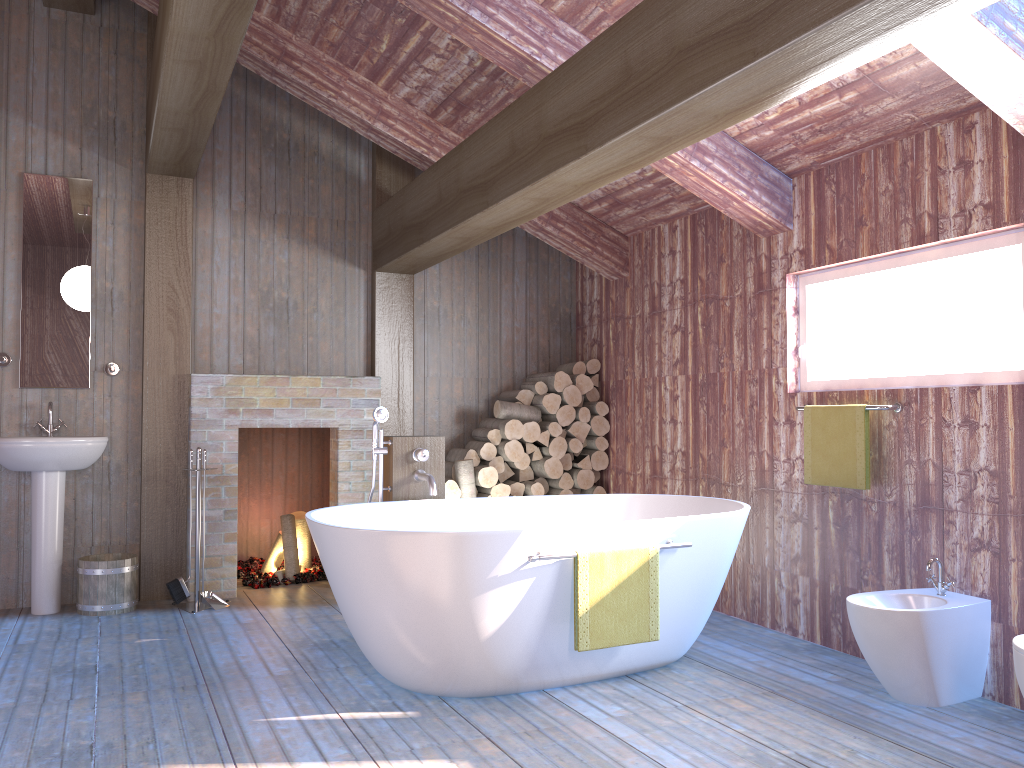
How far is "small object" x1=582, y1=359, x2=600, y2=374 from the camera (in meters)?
5.99

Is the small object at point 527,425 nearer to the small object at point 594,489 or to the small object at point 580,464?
the small object at point 580,464

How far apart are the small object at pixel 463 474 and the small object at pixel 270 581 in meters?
1.1 m

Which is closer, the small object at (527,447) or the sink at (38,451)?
the sink at (38,451)

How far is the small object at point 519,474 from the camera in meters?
5.8 m

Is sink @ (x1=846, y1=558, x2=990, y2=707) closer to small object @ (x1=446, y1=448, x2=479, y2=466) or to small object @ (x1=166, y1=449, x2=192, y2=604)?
small object @ (x1=446, y1=448, x2=479, y2=466)

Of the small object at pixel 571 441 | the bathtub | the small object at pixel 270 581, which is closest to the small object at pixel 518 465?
the small object at pixel 571 441

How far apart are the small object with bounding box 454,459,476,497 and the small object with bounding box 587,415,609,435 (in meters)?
0.90

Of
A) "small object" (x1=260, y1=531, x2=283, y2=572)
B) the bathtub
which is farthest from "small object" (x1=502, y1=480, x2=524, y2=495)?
"small object" (x1=260, y1=531, x2=283, y2=572)

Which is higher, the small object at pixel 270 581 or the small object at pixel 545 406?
the small object at pixel 545 406
